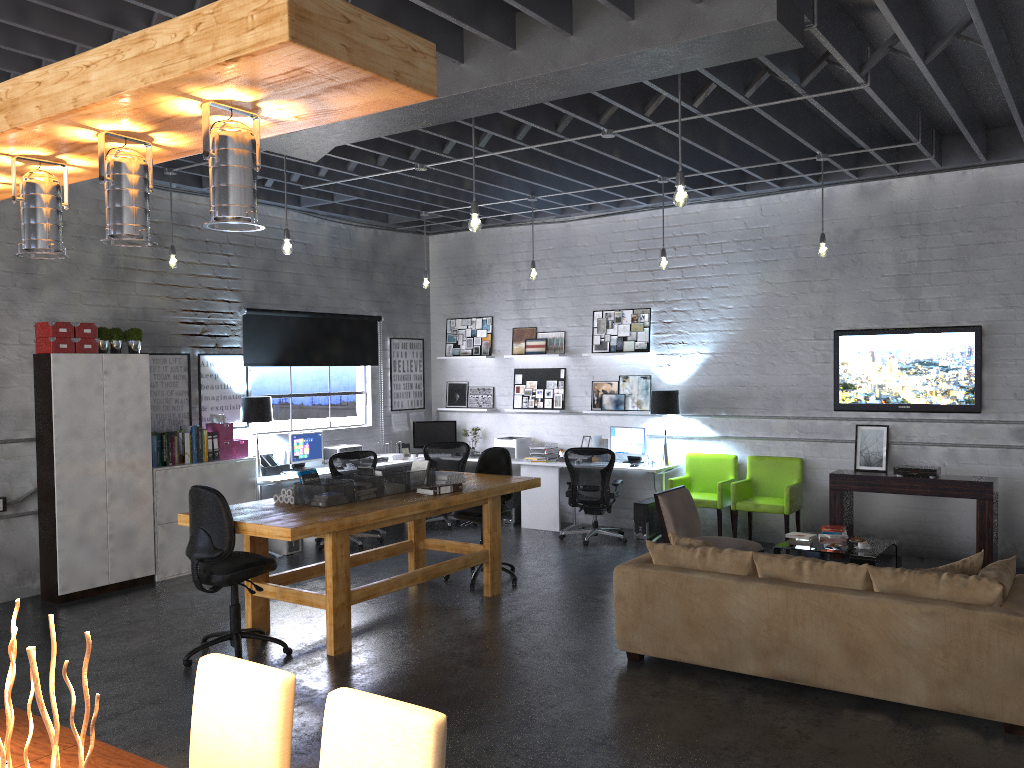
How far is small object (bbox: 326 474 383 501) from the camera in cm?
640

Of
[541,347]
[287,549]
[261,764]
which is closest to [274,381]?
[287,549]

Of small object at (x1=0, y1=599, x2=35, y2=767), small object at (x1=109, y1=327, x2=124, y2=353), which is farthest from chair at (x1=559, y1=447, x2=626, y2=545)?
small object at (x1=0, y1=599, x2=35, y2=767)

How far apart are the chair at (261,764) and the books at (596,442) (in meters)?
7.62

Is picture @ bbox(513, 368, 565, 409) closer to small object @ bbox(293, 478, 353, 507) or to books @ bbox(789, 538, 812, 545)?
books @ bbox(789, 538, 812, 545)

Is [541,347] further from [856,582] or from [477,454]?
[856,582]

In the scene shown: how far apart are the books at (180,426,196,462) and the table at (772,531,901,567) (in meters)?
5.45

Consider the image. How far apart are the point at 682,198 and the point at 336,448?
6.0 meters

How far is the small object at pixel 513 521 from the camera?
10.5m

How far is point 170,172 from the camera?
7.8m
